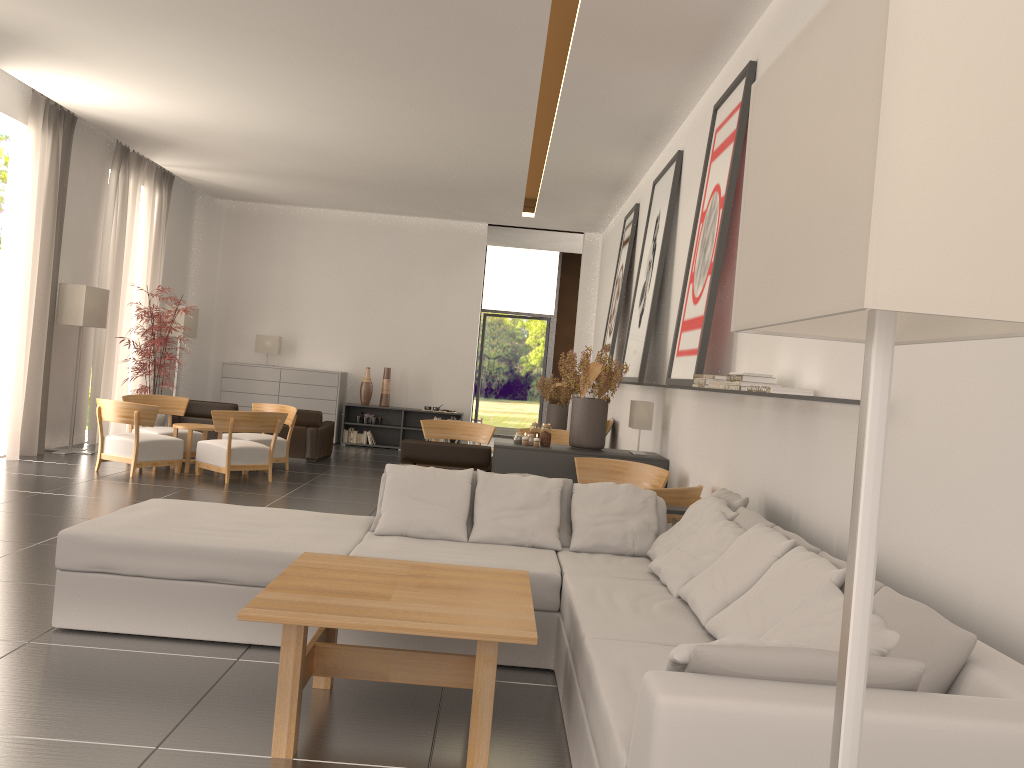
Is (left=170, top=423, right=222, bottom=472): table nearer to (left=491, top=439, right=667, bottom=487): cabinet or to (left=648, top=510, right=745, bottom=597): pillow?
(left=491, top=439, right=667, bottom=487): cabinet

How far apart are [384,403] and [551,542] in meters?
16.1 m

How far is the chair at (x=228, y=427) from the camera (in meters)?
14.70

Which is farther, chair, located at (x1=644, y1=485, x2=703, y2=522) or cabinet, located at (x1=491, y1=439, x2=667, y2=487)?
cabinet, located at (x1=491, y1=439, x2=667, y2=487)

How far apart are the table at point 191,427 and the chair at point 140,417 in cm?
25

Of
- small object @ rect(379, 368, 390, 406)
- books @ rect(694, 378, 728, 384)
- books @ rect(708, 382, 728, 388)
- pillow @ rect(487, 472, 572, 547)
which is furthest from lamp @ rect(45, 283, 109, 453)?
books @ rect(708, 382, 728, 388)

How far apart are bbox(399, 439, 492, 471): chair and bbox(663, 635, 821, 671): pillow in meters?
10.1 m

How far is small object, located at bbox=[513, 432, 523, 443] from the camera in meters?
12.6 m

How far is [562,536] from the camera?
7.79m

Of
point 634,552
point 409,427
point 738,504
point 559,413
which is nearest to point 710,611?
point 738,504
